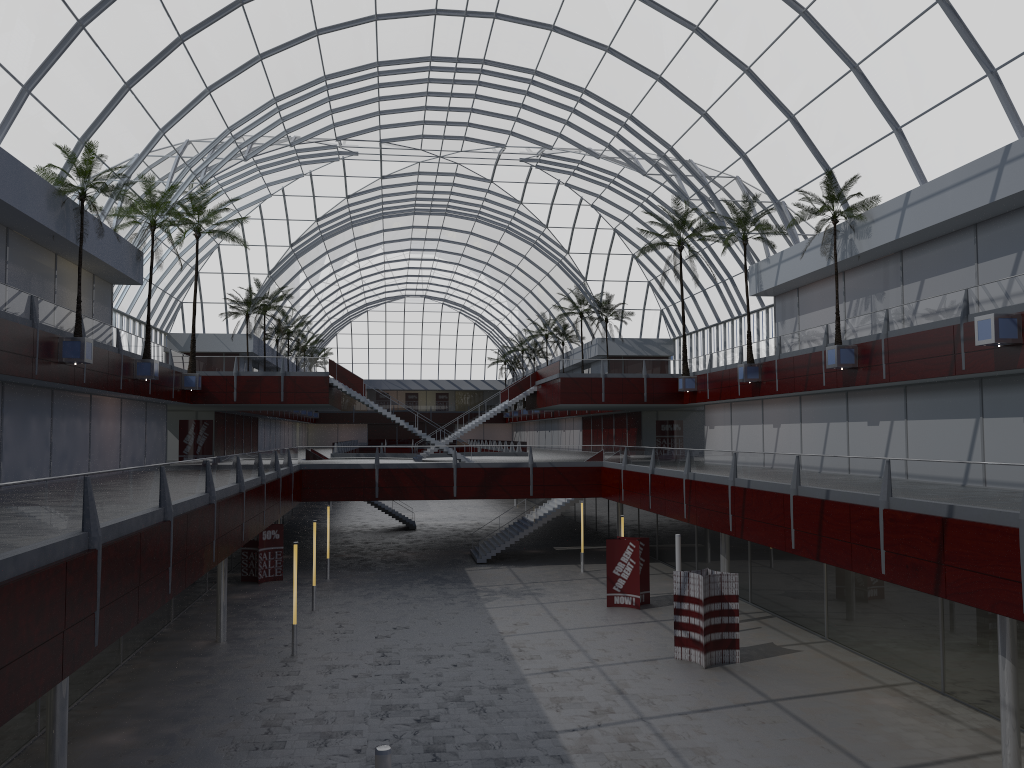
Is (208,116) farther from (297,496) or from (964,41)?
(964,41)
